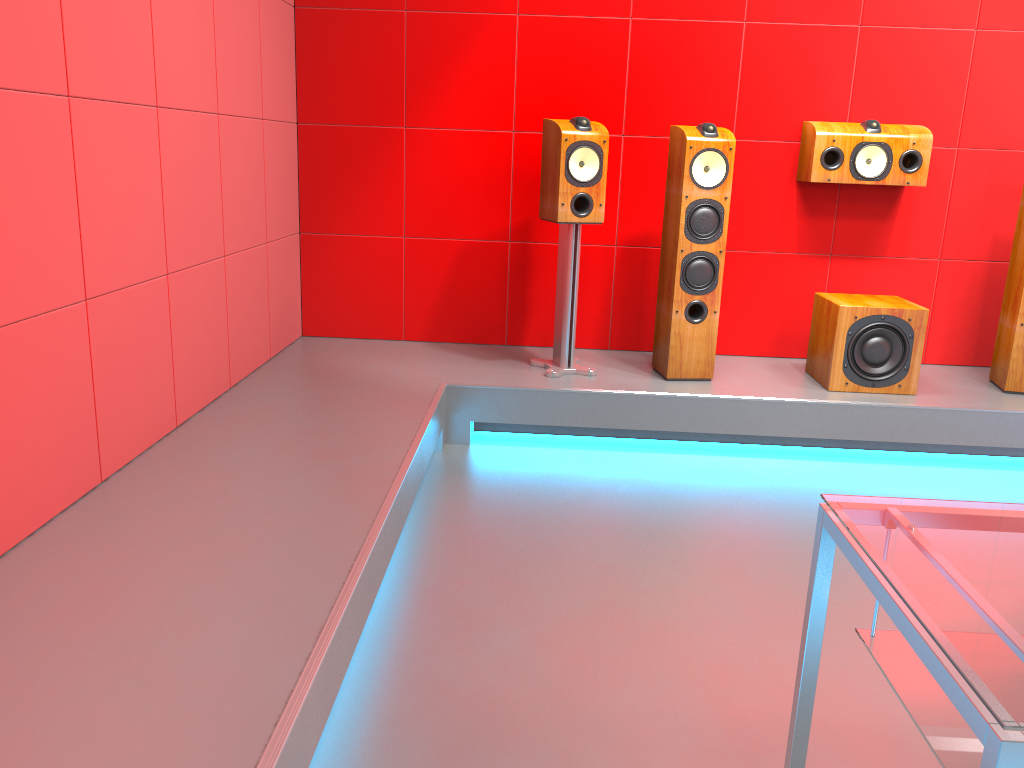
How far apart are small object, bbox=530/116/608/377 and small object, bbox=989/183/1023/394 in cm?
174

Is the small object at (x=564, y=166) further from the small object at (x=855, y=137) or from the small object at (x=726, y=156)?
the small object at (x=855, y=137)

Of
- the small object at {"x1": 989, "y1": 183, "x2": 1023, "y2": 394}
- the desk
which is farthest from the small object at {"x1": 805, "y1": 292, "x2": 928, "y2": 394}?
the desk

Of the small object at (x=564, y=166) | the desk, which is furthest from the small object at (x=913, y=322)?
the desk

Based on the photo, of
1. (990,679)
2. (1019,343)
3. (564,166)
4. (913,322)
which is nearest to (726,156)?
(564,166)

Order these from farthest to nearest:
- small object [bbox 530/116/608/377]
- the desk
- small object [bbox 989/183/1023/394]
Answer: small object [bbox 989/183/1023/394]
small object [bbox 530/116/608/377]
the desk

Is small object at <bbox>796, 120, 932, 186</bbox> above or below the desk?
above

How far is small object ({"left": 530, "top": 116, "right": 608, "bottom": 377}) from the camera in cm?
352

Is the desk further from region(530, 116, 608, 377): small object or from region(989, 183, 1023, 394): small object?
region(989, 183, 1023, 394): small object

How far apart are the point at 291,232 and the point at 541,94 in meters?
1.3 m
